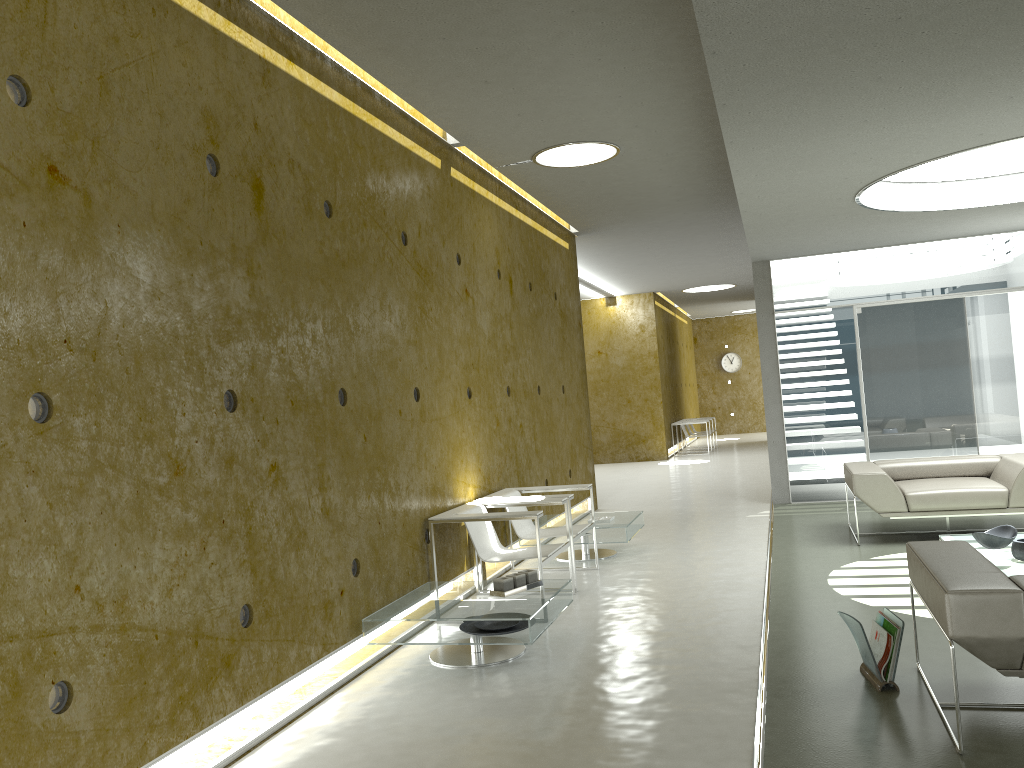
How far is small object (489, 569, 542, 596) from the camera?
4.84m

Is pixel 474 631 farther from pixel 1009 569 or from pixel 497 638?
pixel 1009 569

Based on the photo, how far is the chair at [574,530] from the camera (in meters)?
6.51

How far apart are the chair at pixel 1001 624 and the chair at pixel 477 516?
2.1 meters

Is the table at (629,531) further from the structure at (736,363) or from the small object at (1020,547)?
the structure at (736,363)

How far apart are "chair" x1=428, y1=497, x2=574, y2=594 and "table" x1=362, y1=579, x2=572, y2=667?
0.3m

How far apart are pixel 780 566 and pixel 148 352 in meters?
4.8 m

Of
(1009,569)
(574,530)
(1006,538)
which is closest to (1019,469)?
(1006,538)

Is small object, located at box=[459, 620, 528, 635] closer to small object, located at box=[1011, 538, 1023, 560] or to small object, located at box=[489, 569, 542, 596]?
small object, located at box=[489, 569, 542, 596]

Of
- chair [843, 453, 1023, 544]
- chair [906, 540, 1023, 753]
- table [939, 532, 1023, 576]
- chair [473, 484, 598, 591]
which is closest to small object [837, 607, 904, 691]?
chair [906, 540, 1023, 753]
